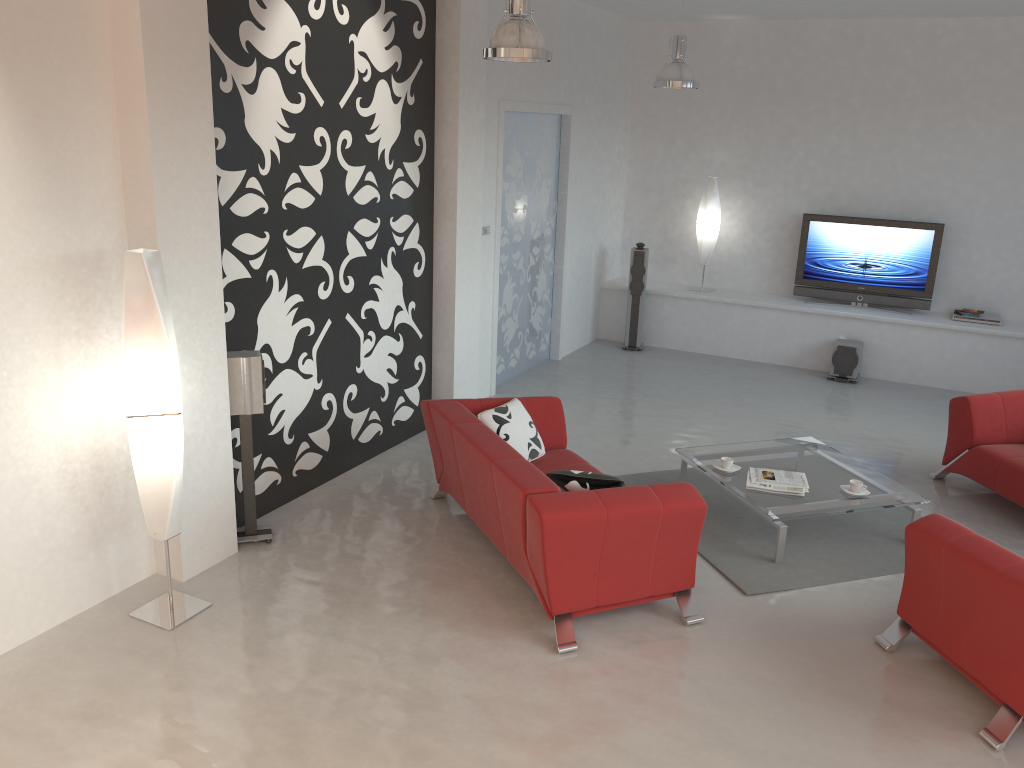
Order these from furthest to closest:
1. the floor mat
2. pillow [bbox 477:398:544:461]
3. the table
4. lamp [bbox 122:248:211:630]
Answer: pillow [bbox 477:398:544:461] < the table < the floor mat < lamp [bbox 122:248:211:630]

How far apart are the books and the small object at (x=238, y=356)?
2.9 meters

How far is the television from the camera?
8.94m

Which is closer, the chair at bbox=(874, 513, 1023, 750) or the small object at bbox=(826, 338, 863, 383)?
the chair at bbox=(874, 513, 1023, 750)

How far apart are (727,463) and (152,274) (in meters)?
3.58

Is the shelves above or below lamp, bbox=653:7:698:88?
below

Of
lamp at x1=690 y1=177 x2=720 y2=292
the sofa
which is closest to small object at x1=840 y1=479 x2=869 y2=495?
the sofa

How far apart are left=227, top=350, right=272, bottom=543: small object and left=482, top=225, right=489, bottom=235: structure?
3.0 meters

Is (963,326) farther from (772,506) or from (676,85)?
(772,506)

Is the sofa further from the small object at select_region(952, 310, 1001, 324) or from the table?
the small object at select_region(952, 310, 1001, 324)
